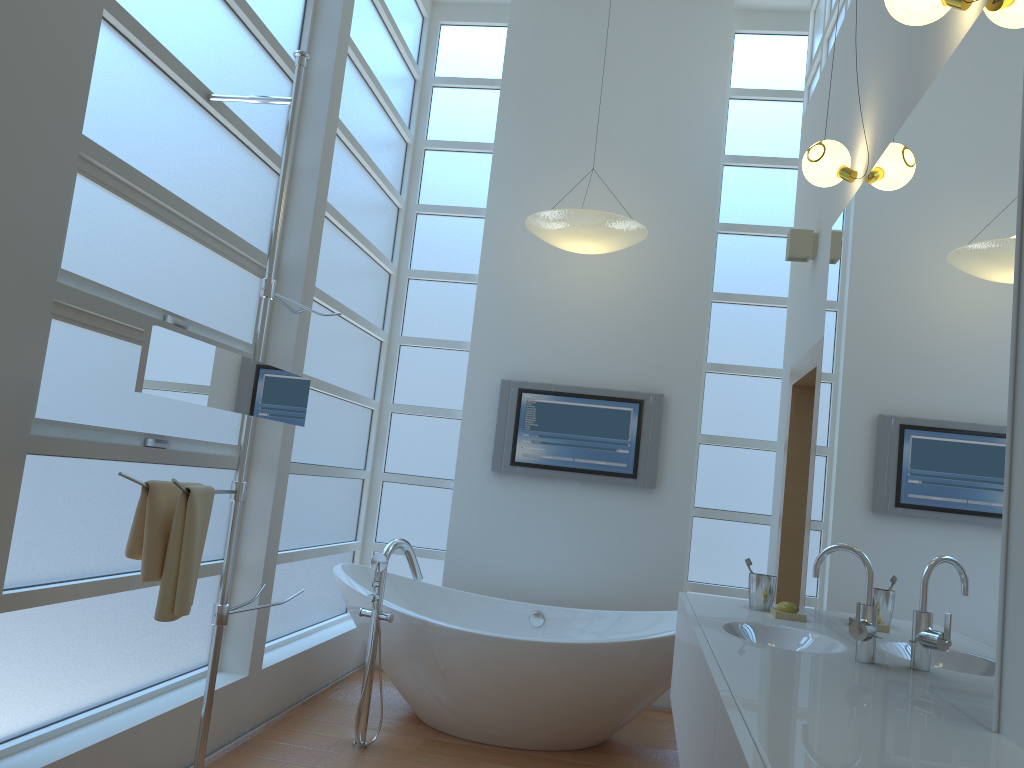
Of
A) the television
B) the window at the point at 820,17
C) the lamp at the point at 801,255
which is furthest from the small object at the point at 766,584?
the window at the point at 820,17

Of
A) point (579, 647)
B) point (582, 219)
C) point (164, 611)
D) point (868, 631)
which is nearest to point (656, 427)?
point (582, 219)

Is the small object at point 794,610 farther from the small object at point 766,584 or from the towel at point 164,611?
the towel at point 164,611

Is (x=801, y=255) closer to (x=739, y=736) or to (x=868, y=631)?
(x=868, y=631)

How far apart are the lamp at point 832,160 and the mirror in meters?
1.9 m

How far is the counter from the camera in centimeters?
127cm

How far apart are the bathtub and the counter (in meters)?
0.51

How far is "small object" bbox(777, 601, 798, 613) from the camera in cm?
279

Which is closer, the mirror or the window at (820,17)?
the mirror

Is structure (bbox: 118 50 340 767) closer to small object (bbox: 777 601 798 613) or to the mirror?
the mirror
